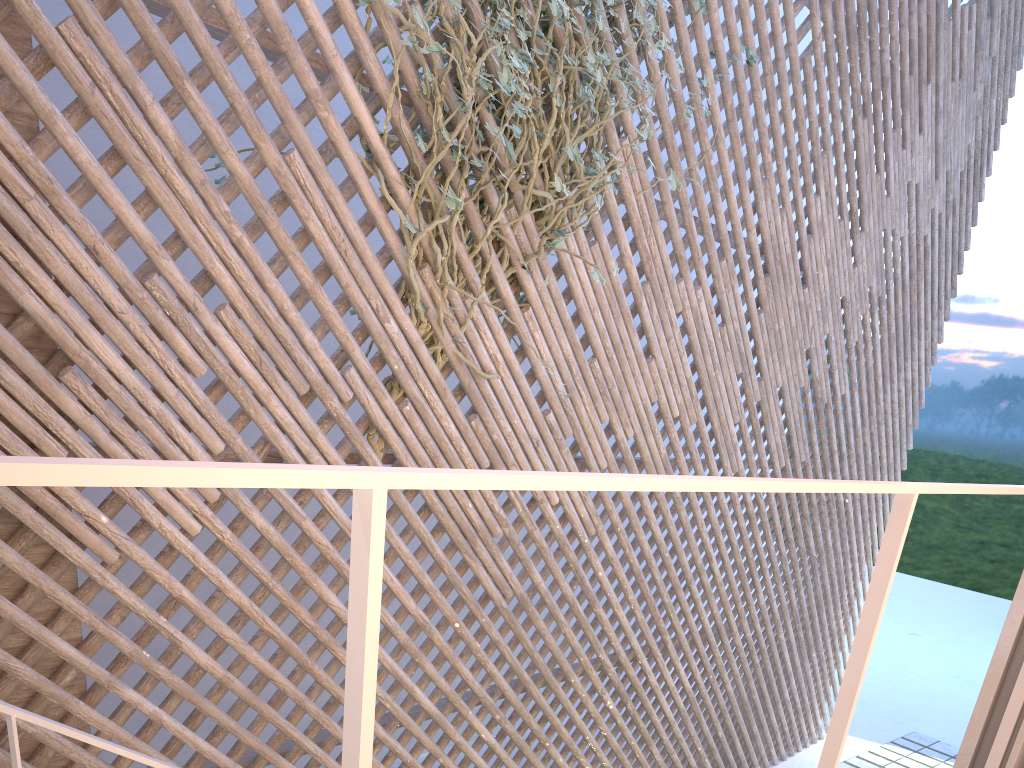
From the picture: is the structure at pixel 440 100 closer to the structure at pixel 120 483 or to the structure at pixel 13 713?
the structure at pixel 13 713

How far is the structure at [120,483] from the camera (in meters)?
0.31

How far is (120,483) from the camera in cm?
31

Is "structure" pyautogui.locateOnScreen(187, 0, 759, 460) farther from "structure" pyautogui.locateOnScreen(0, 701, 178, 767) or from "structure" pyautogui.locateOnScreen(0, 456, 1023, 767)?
"structure" pyautogui.locateOnScreen(0, 456, 1023, 767)

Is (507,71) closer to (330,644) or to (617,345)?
(617,345)

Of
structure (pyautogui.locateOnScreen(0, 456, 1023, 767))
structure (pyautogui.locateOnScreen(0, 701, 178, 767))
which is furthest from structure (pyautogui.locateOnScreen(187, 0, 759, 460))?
structure (pyautogui.locateOnScreen(0, 456, 1023, 767))

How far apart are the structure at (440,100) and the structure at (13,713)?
1.07m

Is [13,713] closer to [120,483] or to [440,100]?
[120,483]

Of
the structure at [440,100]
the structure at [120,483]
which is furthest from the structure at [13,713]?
the structure at [440,100]

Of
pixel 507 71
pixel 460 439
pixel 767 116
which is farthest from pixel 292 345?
pixel 767 116
